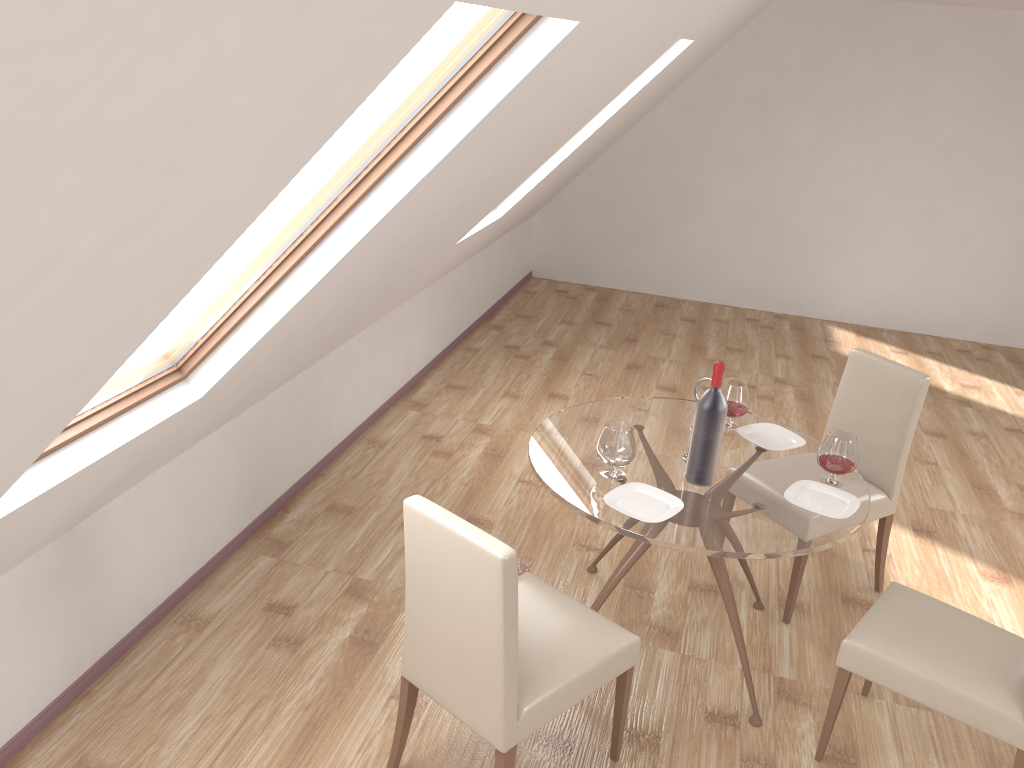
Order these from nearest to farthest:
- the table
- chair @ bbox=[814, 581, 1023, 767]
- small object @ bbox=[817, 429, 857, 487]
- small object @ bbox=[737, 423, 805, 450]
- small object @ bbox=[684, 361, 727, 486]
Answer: chair @ bbox=[814, 581, 1023, 767] → the table → small object @ bbox=[684, 361, 727, 486] → small object @ bbox=[817, 429, 857, 487] → small object @ bbox=[737, 423, 805, 450]

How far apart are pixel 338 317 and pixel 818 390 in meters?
4.0

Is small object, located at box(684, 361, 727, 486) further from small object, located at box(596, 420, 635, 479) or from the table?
small object, located at box(596, 420, 635, 479)

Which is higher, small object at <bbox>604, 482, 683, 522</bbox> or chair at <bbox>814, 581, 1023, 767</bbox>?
small object at <bbox>604, 482, 683, 522</bbox>

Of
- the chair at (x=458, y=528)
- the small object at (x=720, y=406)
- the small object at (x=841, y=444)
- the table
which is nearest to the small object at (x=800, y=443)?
the table

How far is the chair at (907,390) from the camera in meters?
3.6 m

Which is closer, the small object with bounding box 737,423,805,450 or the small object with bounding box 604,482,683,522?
the small object with bounding box 604,482,683,522

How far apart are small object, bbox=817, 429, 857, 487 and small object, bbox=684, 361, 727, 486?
0.4 meters

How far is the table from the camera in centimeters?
271cm

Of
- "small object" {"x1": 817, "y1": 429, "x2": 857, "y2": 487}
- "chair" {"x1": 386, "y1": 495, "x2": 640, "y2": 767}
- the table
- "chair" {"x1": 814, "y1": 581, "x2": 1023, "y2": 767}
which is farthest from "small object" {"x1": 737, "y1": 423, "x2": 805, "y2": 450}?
"chair" {"x1": 386, "y1": 495, "x2": 640, "y2": 767}
